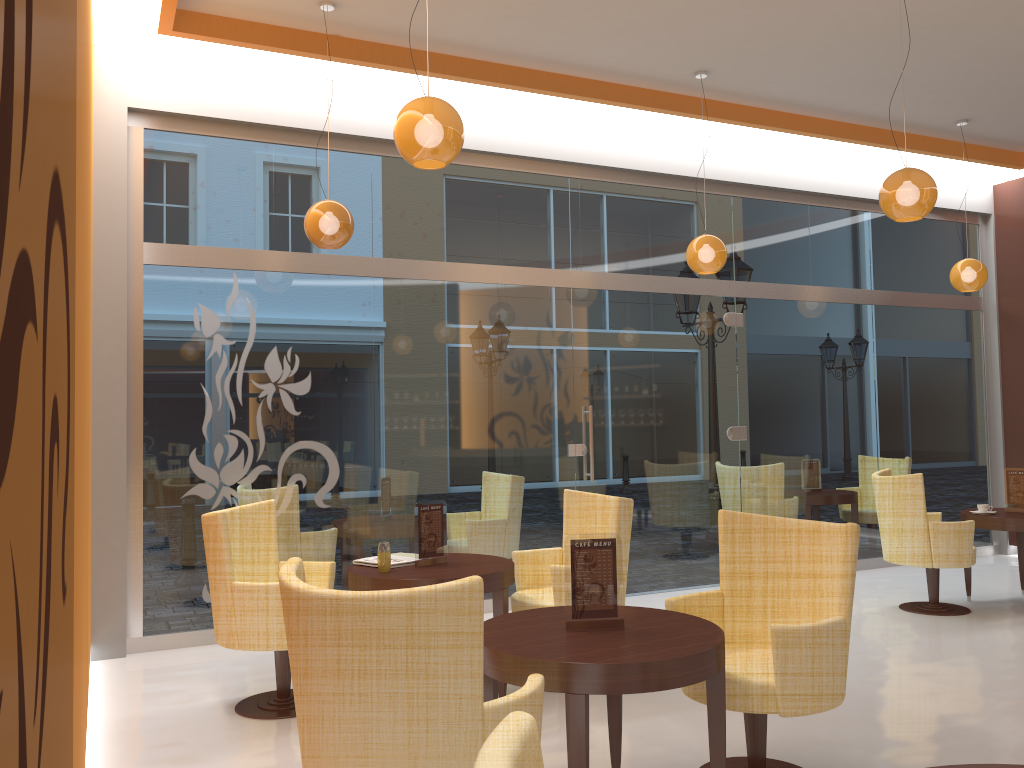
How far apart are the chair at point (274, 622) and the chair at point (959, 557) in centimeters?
403cm

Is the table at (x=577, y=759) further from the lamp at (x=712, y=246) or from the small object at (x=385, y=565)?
the lamp at (x=712, y=246)

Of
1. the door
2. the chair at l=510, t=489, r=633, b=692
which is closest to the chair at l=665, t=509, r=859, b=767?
the chair at l=510, t=489, r=633, b=692

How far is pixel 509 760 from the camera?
1.06m

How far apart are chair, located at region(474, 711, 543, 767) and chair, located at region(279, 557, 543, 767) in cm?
106

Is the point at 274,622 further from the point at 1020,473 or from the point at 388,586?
the point at 1020,473

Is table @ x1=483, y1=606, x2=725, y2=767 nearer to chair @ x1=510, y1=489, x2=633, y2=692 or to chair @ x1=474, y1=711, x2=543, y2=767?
chair @ x1=510, y1=489, x2=633, y2=692

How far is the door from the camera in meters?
7.2

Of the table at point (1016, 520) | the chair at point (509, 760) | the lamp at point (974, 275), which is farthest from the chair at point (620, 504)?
the lamp at point (974, 275)

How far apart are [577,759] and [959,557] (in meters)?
4.58
